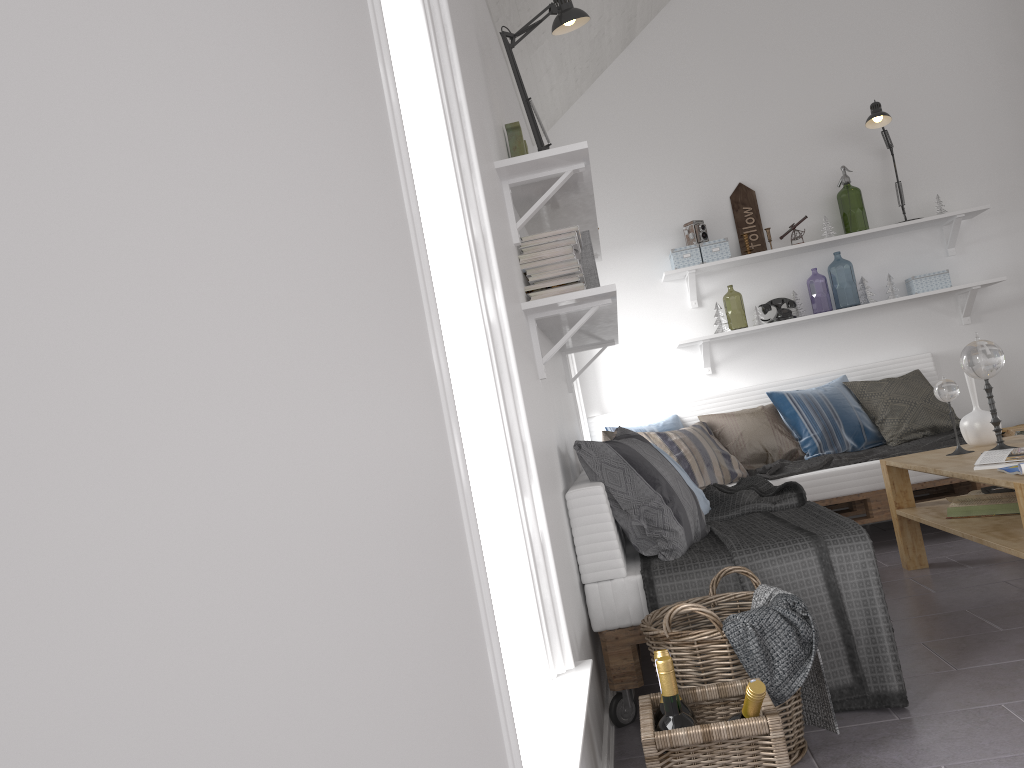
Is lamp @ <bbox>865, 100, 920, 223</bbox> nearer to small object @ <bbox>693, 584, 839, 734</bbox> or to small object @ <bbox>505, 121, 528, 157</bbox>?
small object @ <bbox>505, 121, 528, 157</bbox>

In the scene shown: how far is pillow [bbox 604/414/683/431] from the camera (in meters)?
5.06

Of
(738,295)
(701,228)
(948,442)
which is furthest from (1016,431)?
(738,295)

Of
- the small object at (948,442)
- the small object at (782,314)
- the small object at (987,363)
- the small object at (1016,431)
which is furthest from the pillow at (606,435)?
the small object at (1016,431)

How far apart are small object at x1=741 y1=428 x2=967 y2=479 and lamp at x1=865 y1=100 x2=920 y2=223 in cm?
176

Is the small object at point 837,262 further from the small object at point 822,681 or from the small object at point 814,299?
the small object at point 822,681

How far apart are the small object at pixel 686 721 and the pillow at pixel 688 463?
2.84m

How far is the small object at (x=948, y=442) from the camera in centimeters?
449cm

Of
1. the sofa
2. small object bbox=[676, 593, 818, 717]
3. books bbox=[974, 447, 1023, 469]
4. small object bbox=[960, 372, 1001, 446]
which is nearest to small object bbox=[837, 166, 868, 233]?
the sofa

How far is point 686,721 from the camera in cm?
179
